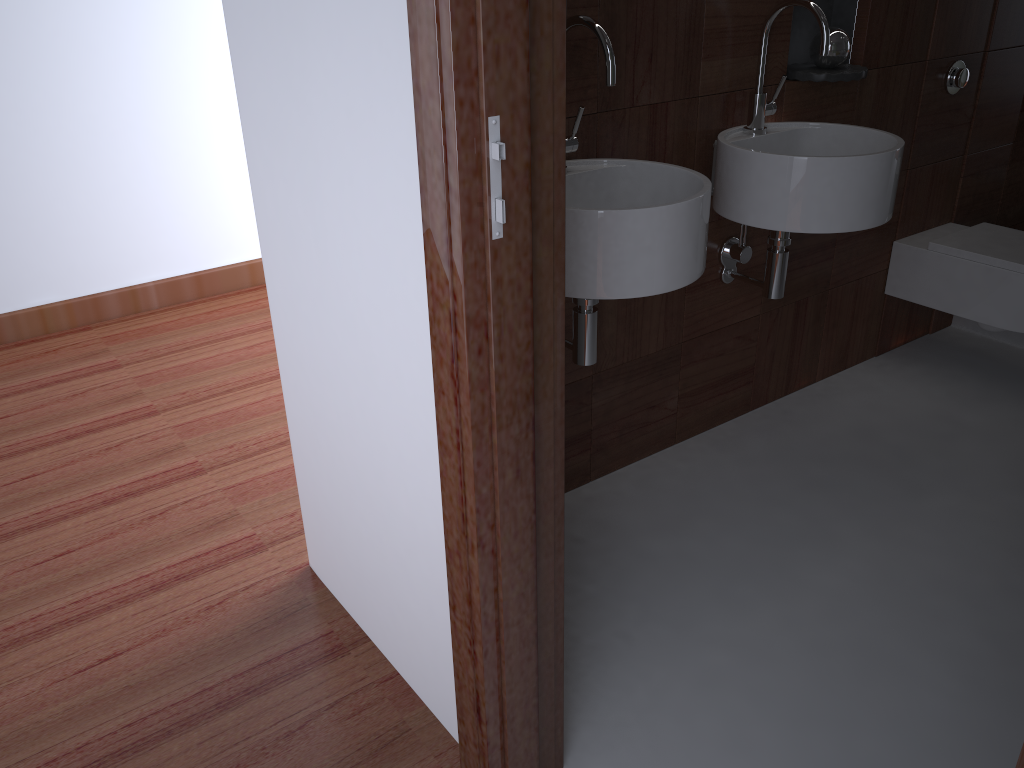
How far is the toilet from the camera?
2.6m

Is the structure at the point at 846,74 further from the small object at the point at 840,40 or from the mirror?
the mirror

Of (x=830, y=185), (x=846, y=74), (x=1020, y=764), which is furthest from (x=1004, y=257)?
(x=1020, y=764)

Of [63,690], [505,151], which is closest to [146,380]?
[63,690]

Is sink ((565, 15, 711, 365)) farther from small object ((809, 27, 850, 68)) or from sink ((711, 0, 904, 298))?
small object ((809, 27, 850, 68))

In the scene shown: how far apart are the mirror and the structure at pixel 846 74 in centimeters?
108cm

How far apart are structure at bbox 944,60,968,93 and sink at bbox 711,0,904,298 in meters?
0.7

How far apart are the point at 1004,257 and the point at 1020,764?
2.36m

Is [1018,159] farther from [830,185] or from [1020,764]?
[1020,764]

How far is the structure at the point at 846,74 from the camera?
2.2 meters
